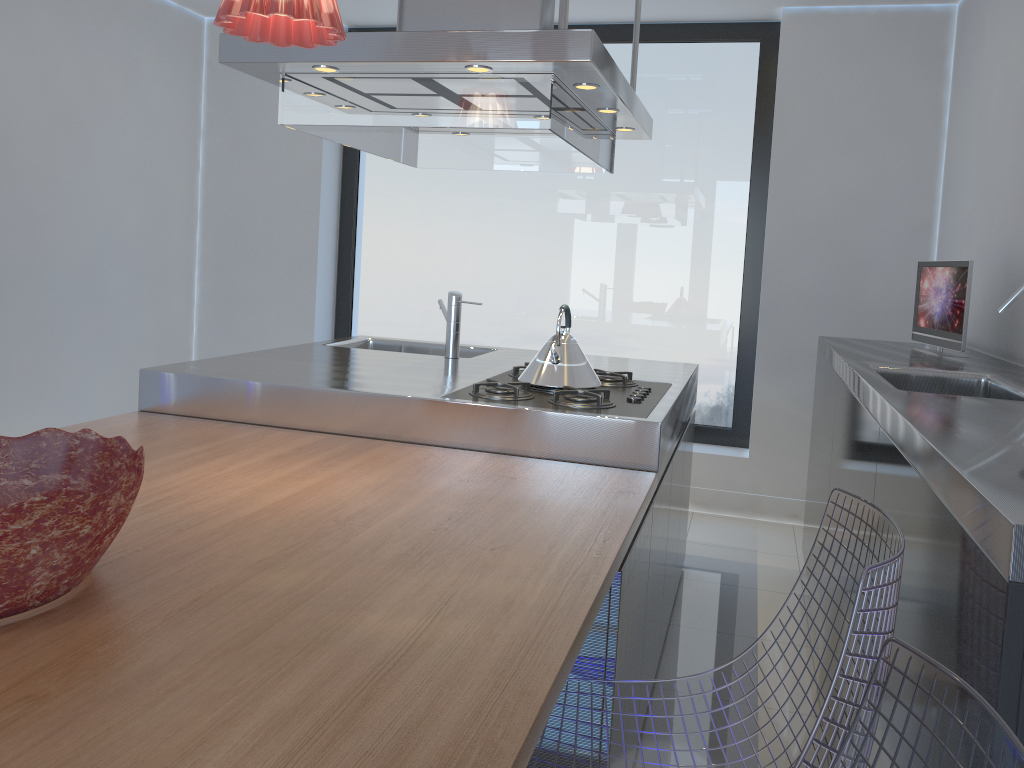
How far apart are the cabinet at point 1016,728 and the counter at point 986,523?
0.01m

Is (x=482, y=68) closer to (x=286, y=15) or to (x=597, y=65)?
(x=597, y=65)

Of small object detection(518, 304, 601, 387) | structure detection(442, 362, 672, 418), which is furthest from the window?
small object detection(518, 304, 601, 387)

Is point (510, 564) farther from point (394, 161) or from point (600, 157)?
point (394, 161)

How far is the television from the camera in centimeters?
281cm

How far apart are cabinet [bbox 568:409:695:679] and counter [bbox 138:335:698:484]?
0.05m

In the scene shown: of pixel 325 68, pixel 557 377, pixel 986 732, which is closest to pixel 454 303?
pixel 557 377

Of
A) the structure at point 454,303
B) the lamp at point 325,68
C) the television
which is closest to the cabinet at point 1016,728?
the television

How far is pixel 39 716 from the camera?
0.93m

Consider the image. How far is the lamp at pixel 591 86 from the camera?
2.44m
